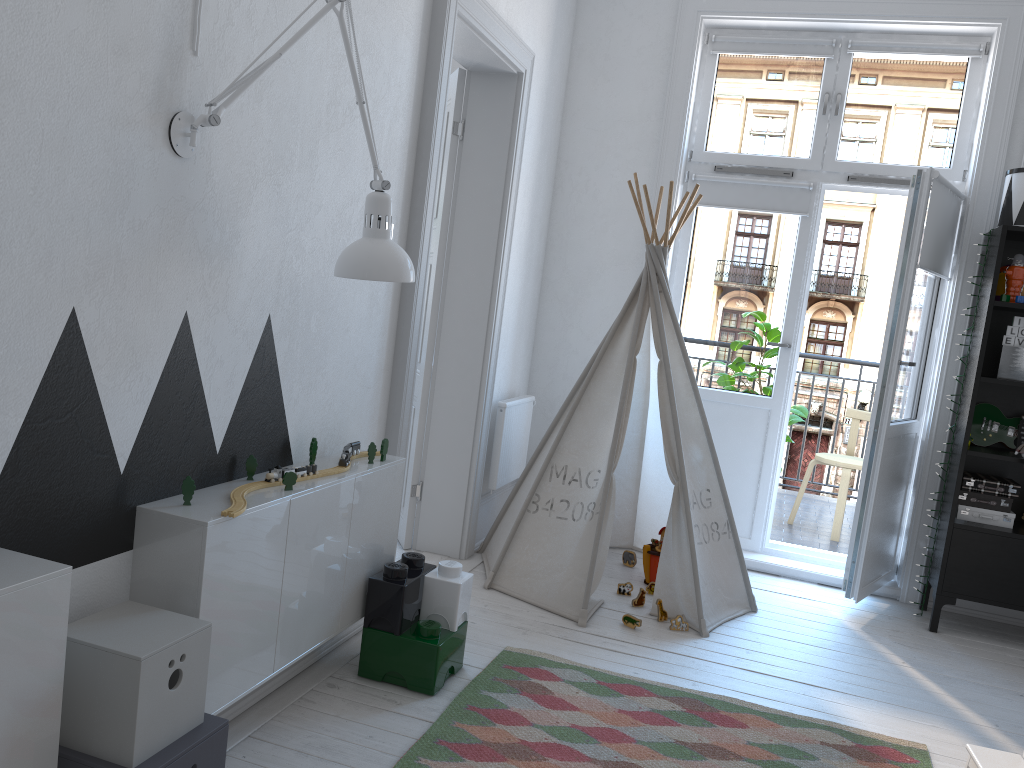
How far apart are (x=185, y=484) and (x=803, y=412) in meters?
3.9 m

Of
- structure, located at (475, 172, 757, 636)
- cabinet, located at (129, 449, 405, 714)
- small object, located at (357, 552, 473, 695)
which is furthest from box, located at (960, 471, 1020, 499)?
cabinet, located at (129, 449, 405, 714)

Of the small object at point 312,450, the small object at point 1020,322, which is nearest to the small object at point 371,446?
the small object at point 312,450

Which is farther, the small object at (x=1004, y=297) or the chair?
the chair

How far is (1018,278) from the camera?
3.6m

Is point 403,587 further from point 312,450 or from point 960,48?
point 960,48

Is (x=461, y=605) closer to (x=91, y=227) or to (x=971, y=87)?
(x=91, y=227)

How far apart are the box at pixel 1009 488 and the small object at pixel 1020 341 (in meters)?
0.57

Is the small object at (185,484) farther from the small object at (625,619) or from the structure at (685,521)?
the small object at (625,619)

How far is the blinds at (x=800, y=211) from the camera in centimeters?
421cm
